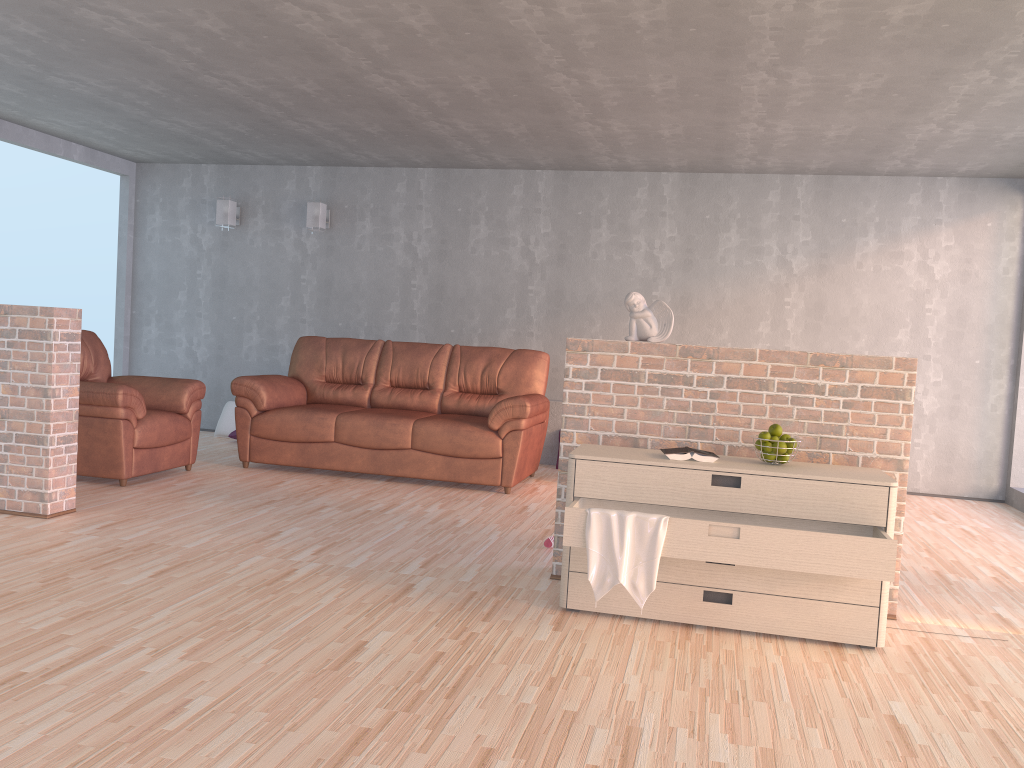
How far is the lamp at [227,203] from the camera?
8.0 meters

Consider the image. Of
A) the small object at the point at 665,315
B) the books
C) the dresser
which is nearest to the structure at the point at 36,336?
the dresser

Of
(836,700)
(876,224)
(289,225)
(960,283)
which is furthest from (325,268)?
(836,700)

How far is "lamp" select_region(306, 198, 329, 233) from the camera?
7.78m

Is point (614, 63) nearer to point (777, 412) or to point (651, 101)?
point (651, 101)

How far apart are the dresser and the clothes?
0.02m

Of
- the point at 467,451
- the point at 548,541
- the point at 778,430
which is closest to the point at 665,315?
the point at 778,430

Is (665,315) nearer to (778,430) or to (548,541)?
(778,430)

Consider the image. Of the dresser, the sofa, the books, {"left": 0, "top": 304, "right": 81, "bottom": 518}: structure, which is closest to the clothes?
the dresser

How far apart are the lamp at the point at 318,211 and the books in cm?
518
